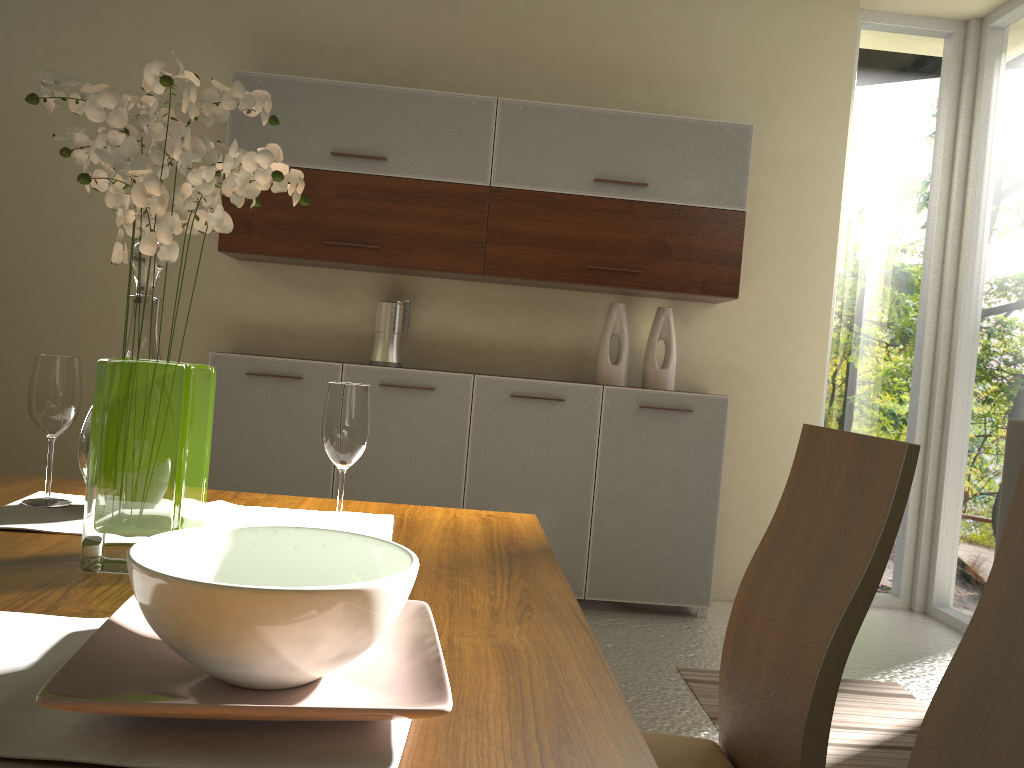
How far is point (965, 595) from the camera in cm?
418

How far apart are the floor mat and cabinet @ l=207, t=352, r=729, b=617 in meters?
0.7 m

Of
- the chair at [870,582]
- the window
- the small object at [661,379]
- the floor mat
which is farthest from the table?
the window

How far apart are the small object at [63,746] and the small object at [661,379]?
3.4m

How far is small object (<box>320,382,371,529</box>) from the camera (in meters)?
1.30

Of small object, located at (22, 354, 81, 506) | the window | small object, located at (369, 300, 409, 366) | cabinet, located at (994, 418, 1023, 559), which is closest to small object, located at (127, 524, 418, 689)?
small object, located at (22, 354, 81, 506)

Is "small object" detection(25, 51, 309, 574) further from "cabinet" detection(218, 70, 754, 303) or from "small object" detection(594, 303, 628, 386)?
"small object" detection(594, 303, 628, 386)

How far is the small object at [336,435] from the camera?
1.3m

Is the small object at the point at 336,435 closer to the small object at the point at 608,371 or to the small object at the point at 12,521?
the small object at the point at 12,521

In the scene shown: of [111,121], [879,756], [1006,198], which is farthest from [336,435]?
[1006,198]
